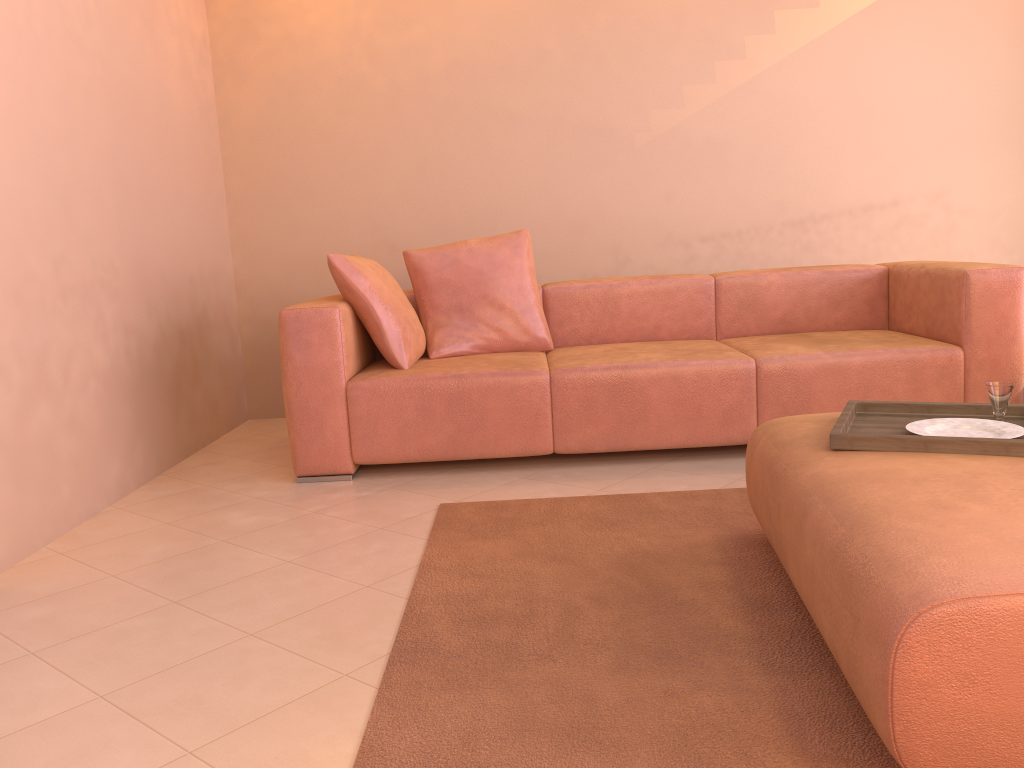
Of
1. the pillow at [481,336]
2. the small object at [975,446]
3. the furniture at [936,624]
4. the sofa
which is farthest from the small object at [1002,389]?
the pillow at [481,336]

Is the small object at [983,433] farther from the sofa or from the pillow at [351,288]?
the pillow at [351,288]

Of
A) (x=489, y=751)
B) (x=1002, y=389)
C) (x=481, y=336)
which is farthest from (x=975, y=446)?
(x=481, y=336)

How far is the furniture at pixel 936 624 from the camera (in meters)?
1.20

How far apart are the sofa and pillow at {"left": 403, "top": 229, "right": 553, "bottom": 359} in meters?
0.1 m

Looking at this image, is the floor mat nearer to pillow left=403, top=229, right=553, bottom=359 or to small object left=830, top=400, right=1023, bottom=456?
small object left=830, top=400, right=1023, bottom=456

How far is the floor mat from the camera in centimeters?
147cm

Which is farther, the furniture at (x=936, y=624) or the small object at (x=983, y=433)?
the small object at (x=983, y=433)

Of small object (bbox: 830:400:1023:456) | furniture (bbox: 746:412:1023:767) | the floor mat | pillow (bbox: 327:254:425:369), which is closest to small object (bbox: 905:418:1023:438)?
small object (bbox: 830:400:1023:456)

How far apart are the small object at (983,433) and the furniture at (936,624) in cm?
19
